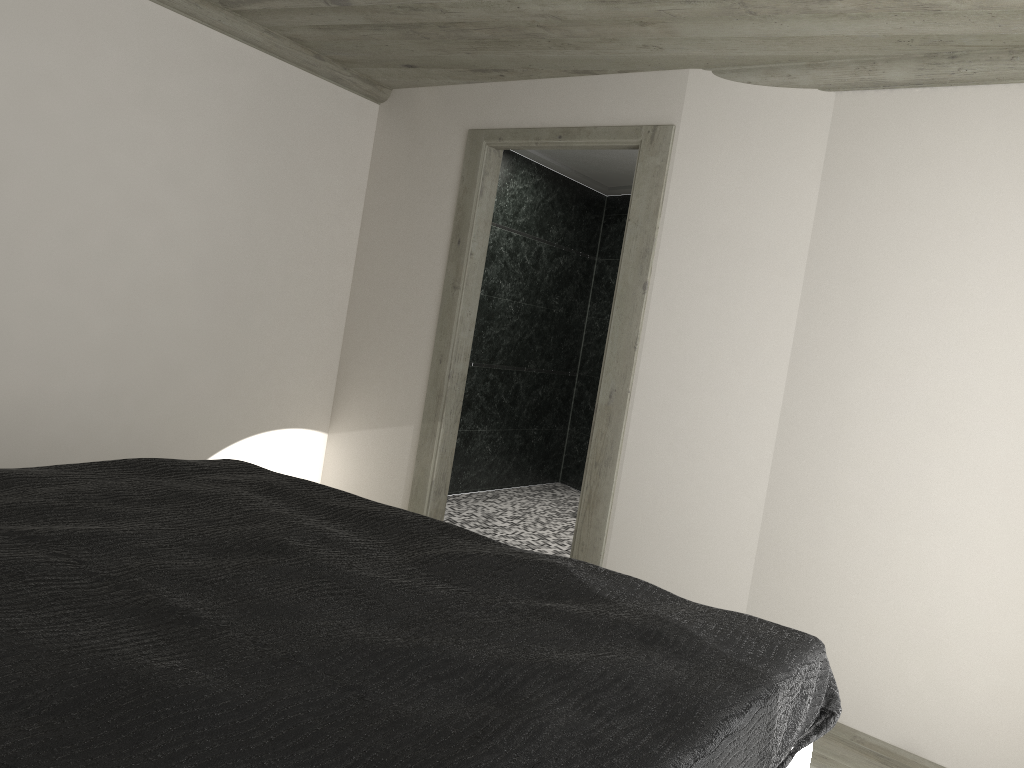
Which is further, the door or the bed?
the door

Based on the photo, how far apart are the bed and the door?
1.7m

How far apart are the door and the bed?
1.7 meters

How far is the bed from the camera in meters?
A: 1.3 m

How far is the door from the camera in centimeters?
426cm

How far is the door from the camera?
4.3m

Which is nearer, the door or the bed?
the bed
